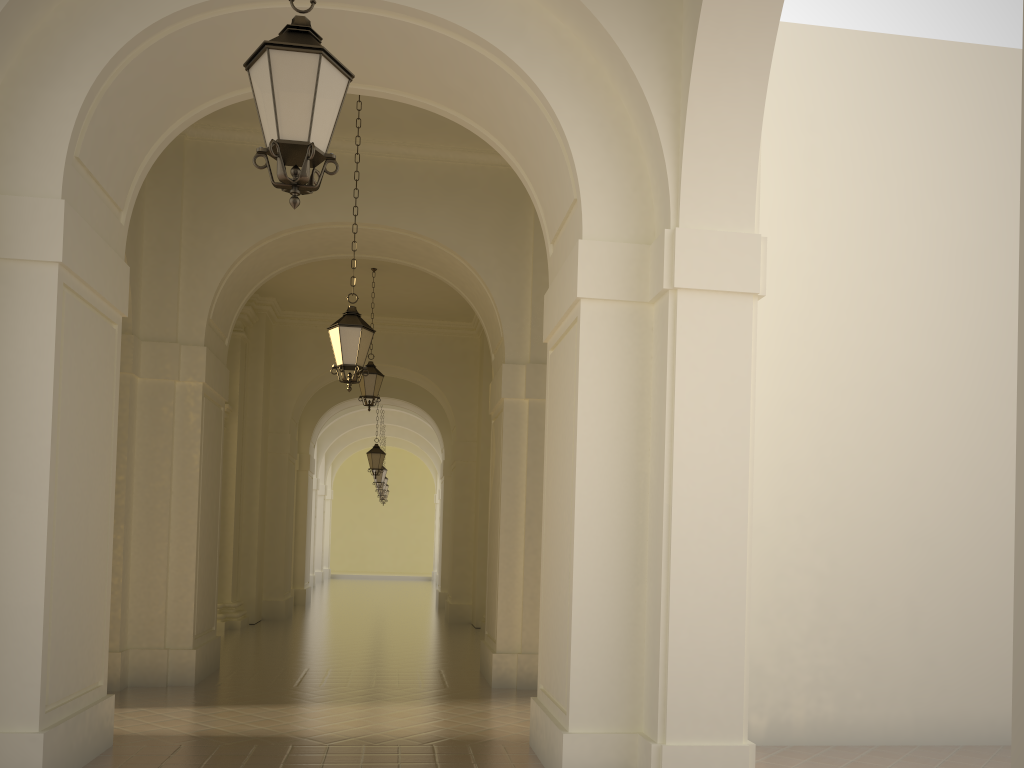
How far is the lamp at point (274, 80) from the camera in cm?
412

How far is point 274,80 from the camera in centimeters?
412cm

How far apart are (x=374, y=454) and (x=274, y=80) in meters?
18.0

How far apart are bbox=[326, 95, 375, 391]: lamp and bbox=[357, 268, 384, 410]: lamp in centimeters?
636cm

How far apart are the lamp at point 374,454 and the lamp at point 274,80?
17.7 meters

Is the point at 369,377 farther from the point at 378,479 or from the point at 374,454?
the point at 378,479

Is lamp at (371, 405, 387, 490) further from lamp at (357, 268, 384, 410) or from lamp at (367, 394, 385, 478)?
lamp at (357, 268, 384, 410)

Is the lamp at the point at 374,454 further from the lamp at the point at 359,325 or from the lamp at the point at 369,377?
the lamp at the point at 359,325

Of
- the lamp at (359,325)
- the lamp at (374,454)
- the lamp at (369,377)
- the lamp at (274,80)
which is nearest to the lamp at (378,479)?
the lamp at (374,454)

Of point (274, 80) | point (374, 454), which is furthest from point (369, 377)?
point (274, 80)
